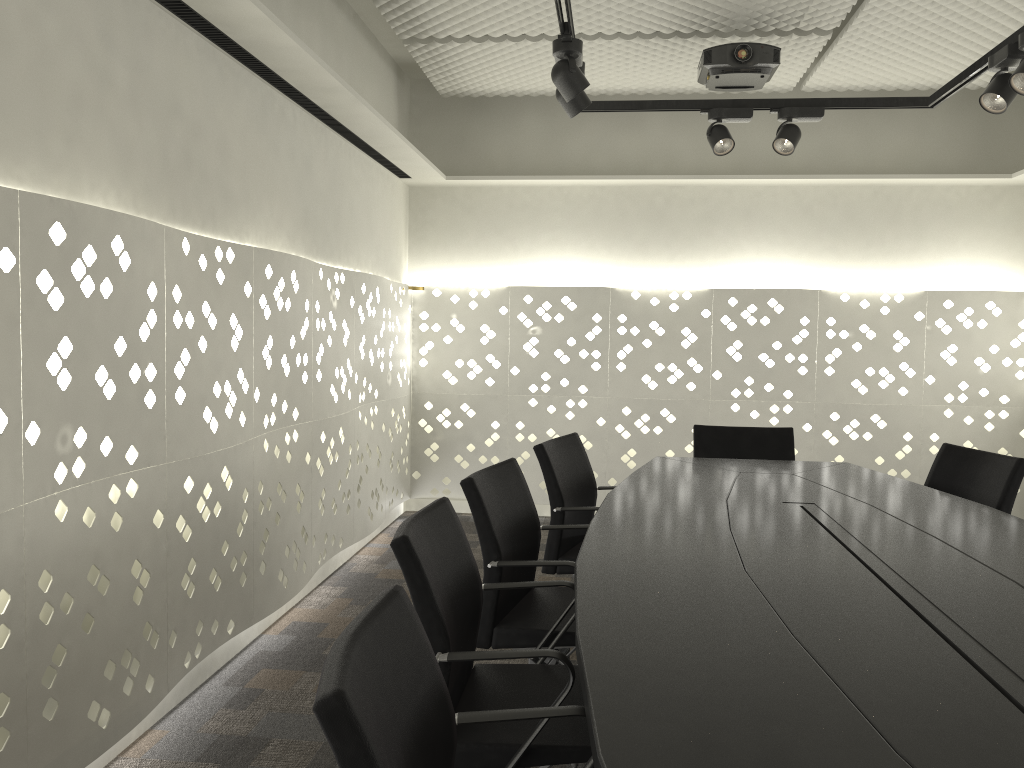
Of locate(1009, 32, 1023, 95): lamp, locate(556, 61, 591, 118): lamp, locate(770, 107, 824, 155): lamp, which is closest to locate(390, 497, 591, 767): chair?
locate(556, 61, 591, 118): lamp

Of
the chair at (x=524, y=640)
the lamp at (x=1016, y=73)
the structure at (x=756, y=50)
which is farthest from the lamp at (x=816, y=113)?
the chair at (x=524, y=640)

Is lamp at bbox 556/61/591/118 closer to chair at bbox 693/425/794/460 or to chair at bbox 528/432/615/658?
chair at bbox 528/432/615/658

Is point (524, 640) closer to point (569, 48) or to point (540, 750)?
point (540, 750)

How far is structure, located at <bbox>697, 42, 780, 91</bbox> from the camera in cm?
376

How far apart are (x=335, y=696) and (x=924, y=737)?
0.7m

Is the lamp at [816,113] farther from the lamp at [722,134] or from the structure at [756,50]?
the structure at [756,50]

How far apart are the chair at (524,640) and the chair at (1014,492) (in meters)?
1.44

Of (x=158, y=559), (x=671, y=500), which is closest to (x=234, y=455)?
Answer: (x=158, y=559)

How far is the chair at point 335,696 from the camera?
0.9m
